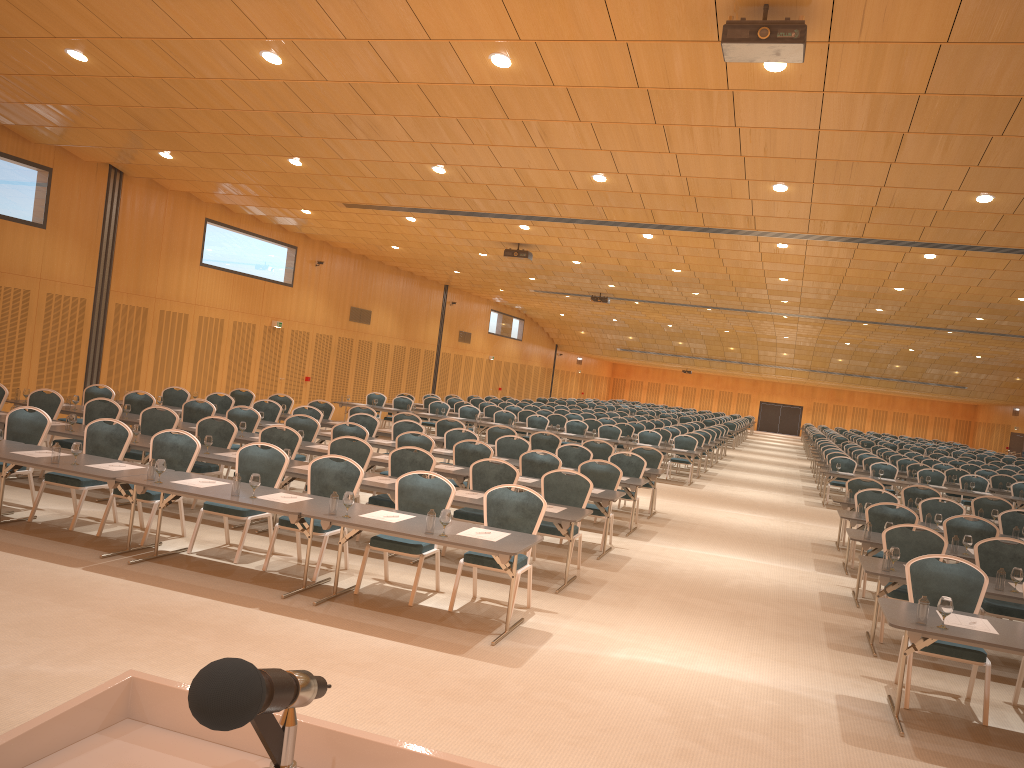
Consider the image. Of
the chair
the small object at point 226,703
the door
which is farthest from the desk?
the door

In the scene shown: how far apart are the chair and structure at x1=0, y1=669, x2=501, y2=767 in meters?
6.5

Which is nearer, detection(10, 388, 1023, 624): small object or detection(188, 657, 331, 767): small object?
detection(188, 657, 331, 767): small object

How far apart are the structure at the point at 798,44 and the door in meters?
30.0 m

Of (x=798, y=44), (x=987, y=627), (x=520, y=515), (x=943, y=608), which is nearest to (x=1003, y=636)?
(x=987, y=627)

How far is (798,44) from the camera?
6.4 meters

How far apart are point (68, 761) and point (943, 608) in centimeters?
608cm

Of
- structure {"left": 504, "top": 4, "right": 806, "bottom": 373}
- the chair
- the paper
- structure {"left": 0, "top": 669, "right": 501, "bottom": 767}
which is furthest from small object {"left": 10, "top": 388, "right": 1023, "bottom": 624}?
structure {"left": 0, "top": 669, "right": 501, "bottom": 767}

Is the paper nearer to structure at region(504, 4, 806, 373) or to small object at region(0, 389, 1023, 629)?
small object at region(0, 389, 1023, 629)

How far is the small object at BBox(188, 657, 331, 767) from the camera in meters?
0.9 m
